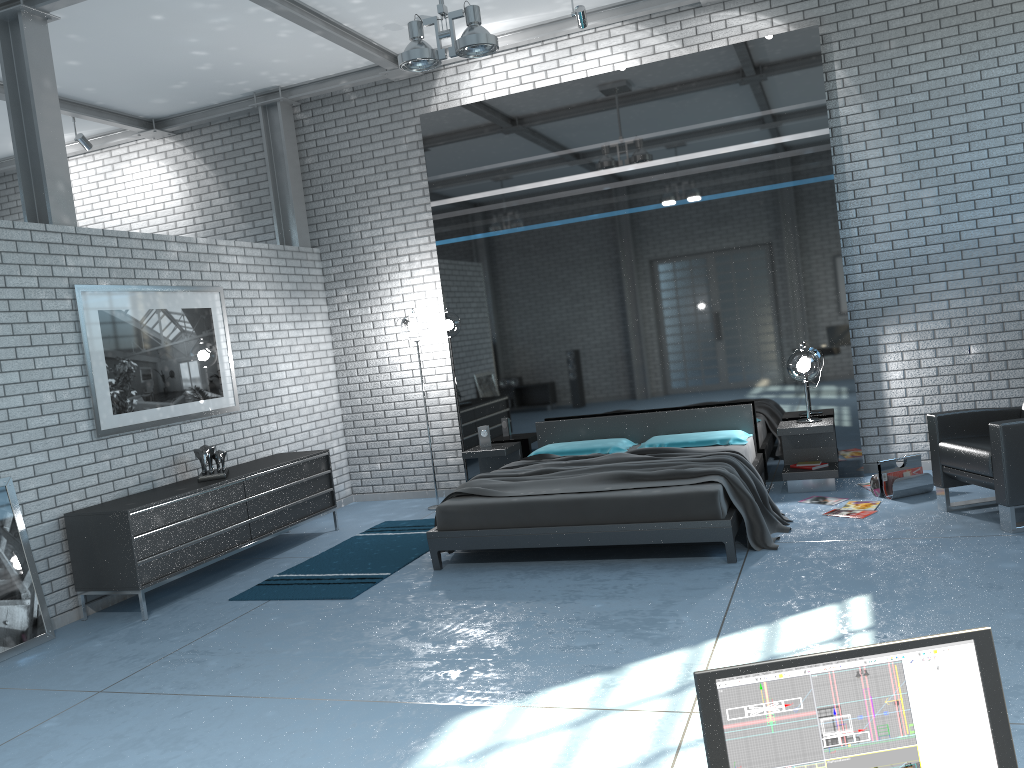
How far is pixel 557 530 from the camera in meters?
5.3 m

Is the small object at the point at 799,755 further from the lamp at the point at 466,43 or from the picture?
the picture

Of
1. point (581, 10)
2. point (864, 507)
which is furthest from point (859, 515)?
point (581, 10)

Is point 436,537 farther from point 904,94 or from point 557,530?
point 904,94

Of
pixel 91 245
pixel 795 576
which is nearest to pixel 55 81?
pixel 91 245

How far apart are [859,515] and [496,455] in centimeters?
295cm

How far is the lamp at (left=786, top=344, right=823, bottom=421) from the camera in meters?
6.7 m

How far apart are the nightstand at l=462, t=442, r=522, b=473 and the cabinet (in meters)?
1.15

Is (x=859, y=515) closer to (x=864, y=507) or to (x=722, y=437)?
(x=864, y=507)

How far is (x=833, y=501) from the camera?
6.23m
